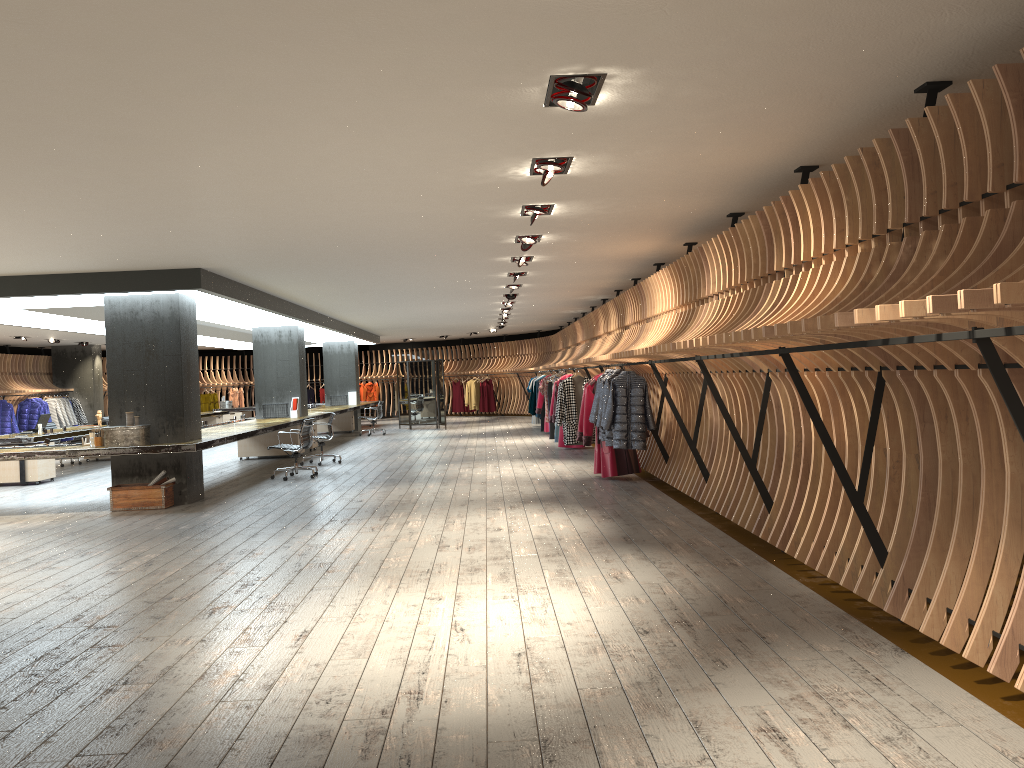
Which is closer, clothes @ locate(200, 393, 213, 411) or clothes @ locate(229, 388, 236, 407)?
clothes @ locate(200, 393, 213, 411)

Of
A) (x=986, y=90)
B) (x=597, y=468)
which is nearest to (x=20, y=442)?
(x=597, y=468)

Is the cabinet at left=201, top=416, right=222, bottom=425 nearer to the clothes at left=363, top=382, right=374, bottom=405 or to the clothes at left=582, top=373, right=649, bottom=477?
the clothes at left=363, top=382, right=374, bottom=405

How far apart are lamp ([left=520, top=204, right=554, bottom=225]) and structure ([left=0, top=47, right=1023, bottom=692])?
1.5 meters

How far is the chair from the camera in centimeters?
1289cm

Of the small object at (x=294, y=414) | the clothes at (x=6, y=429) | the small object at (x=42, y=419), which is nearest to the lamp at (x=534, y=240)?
the small object at (x=294, y=414)

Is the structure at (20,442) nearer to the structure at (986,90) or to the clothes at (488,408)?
the structure at (986,90)

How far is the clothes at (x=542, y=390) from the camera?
19.0m

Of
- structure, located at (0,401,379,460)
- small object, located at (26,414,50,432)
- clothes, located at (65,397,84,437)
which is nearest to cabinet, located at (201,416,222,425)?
structure, located at (0,401,379,460)

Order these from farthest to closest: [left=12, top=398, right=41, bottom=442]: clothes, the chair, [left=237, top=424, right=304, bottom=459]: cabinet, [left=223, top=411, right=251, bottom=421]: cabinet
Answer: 1. [left=223, top=411, right=251, bottom=421]: cabinet
2. [left=12, top=398, right=41, bottom=442]: clothes
3. [left=237, top=424, right=304, bottom=459]: cabinet
4. the chair
